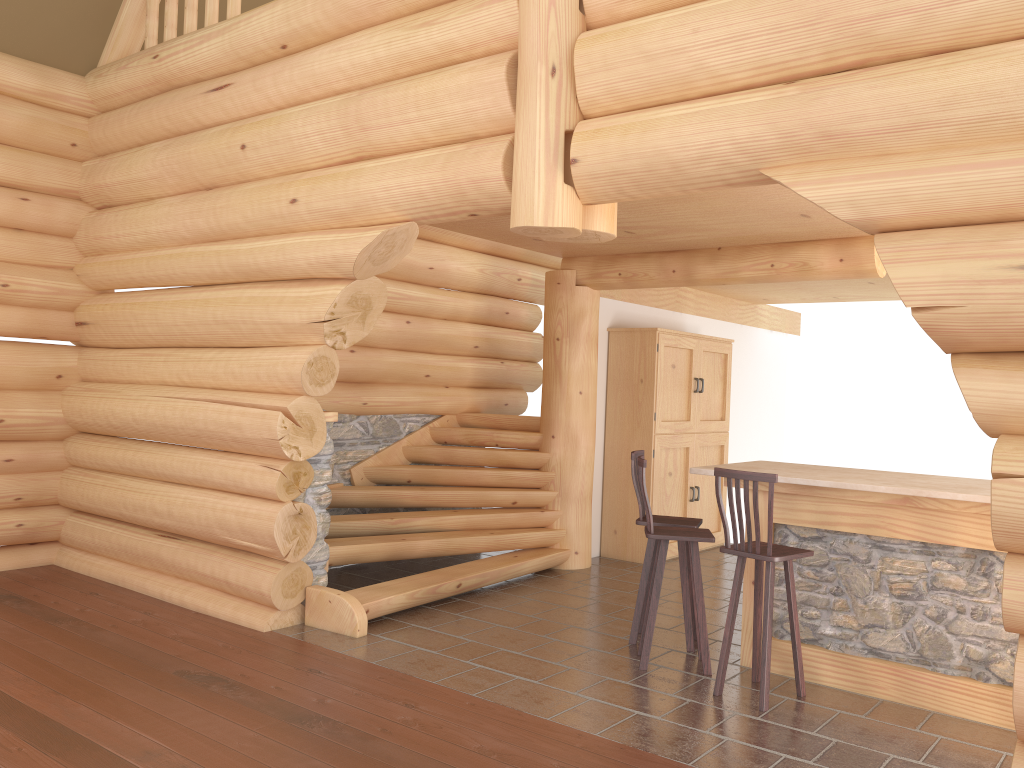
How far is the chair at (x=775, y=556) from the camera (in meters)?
4.94

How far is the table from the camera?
4.9 meters

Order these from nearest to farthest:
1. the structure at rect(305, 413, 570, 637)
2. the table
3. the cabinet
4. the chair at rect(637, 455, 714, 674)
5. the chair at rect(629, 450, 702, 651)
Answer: Result: the table < the chair at rect(637, 455, 714, 674) < the chair at rect(629, 450, 702, 651) < the structure at rect(305, 413, 570, 637) < the cabinet

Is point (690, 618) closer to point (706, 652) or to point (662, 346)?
point (706, 652)

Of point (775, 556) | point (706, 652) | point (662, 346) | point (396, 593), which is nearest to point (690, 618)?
point (706, 652)

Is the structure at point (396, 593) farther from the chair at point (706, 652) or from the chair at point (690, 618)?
the chair at point (706, 652)

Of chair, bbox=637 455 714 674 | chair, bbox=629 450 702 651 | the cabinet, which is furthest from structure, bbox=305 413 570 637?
chair, bbox=637 455 714 674

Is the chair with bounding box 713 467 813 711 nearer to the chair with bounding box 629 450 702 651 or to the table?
the table

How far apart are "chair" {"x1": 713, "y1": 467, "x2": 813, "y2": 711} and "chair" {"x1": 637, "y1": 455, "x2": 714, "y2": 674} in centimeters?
25cm

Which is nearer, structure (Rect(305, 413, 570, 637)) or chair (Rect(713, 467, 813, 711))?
chair (Rect(713, 467, 813, 711))
